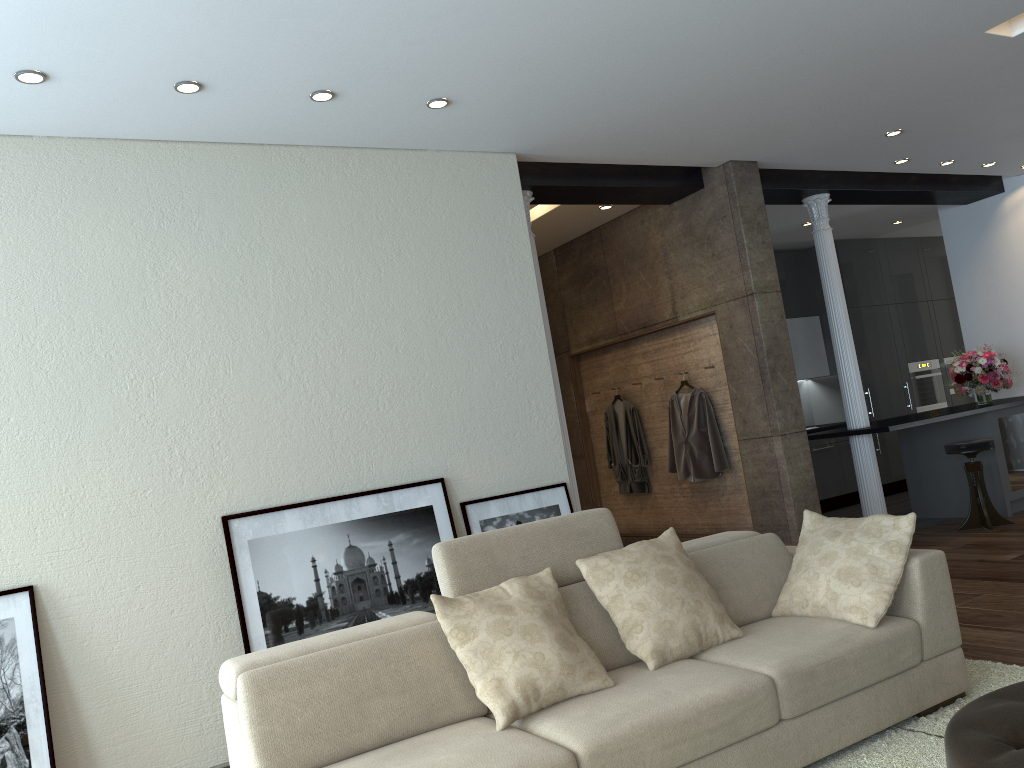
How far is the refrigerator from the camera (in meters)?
7.51

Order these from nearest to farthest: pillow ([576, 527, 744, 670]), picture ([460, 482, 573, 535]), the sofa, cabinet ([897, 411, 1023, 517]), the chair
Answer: the sofa → pillow ([576, 527, 744, 670]) → picture ([460, 482, 573, 535]) → the chair → cabinet ([897, 411, 1023, 517])

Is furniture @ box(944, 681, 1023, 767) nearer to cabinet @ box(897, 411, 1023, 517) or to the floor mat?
the floor mat

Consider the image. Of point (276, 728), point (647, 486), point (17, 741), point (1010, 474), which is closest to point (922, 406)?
point (1010, 474)

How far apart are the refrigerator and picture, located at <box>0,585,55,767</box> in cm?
723

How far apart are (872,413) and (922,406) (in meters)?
0.95

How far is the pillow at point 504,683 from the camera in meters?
2.8 m

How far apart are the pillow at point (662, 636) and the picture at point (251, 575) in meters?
1.5 m

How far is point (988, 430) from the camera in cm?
748

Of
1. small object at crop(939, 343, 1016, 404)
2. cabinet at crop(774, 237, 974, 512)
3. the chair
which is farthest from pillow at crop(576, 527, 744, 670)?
cabinet at crop(774, 237, 974, 512)
